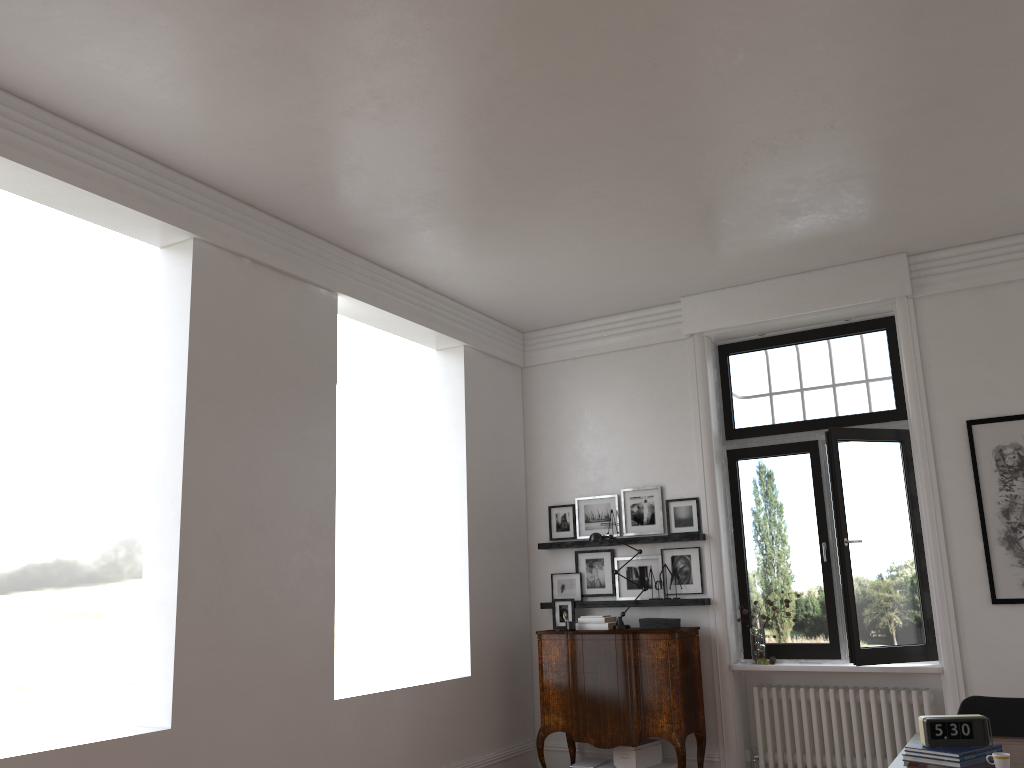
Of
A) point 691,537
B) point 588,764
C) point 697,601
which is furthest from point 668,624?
point 588,764

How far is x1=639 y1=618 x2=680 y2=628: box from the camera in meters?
7.0

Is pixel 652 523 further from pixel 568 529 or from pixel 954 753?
pixel 954 753

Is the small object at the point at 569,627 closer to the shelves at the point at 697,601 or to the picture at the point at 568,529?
the shelves at the point at 697,601

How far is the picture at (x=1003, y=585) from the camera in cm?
622

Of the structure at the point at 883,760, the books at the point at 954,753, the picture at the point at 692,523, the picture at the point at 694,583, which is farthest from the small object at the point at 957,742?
the picture at the point at 692,523

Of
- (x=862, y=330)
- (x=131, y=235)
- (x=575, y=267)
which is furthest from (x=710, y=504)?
(x=131, y=235)

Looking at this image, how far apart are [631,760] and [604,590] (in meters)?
1.44

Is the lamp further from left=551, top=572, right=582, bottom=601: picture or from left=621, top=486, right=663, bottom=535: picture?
left=551, top=572, right=582, bottom=601: picture

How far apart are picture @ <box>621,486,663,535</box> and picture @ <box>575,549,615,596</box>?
0.2 meters
